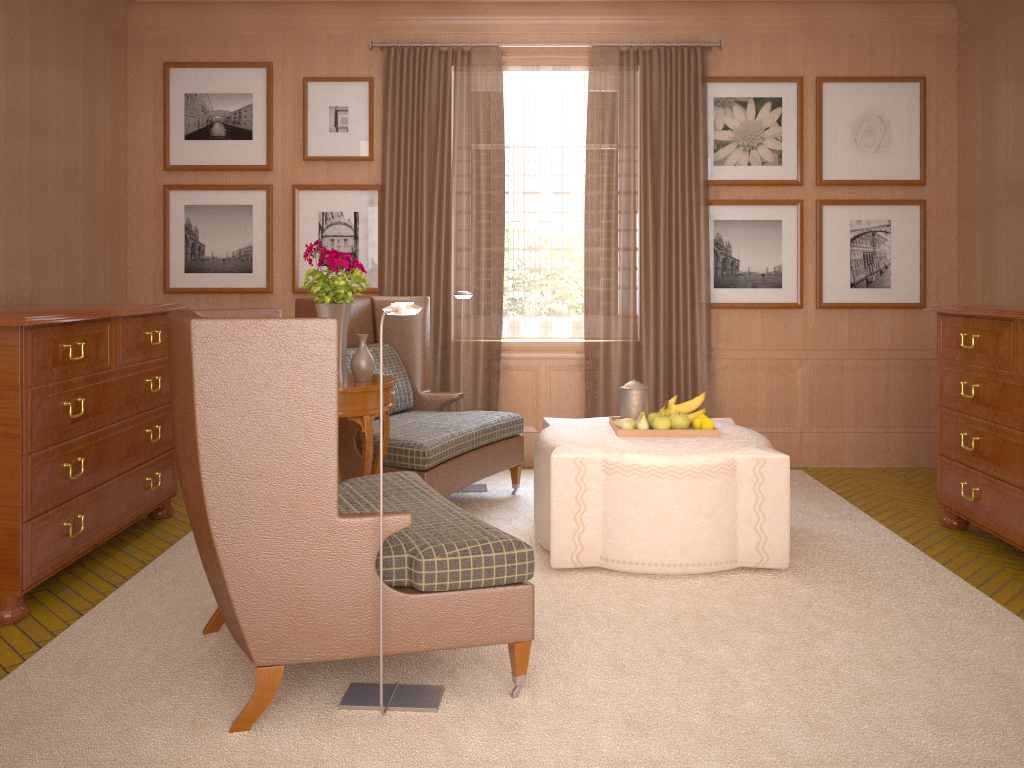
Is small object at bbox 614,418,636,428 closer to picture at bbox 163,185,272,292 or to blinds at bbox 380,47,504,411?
blinds at bbox 380,47,504,411

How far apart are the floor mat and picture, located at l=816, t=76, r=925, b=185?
3.27m

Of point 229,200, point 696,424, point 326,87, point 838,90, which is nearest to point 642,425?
point 696,424

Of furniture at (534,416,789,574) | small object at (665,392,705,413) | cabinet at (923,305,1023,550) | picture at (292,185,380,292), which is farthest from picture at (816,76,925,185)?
picture at (292,185,380,292)

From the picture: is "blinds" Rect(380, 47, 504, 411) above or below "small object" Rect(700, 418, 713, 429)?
above

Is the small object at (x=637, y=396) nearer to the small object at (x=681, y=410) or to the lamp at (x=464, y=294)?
the small object at (x=681, y=410)

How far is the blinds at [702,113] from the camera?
9.7m

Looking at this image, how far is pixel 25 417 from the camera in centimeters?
564cm

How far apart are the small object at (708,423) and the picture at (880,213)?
3.7m

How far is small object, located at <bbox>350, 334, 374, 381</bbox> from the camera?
6.7m
